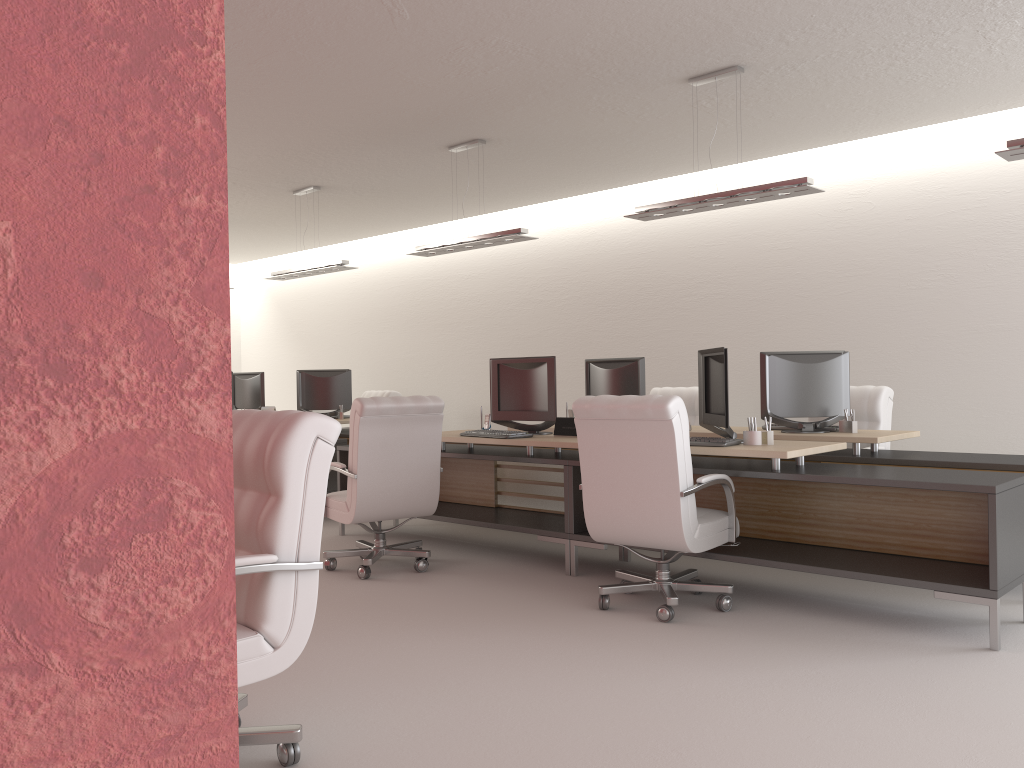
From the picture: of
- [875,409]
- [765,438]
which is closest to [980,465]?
[765,438]

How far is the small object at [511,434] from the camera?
8.29m

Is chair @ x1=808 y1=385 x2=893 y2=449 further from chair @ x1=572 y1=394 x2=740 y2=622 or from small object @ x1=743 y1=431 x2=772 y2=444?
chair @ x1=572 y1=394 x2=740 y2=622

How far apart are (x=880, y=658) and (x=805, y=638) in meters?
0.5 m

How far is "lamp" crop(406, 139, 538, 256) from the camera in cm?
988

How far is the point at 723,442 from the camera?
6.9 meters

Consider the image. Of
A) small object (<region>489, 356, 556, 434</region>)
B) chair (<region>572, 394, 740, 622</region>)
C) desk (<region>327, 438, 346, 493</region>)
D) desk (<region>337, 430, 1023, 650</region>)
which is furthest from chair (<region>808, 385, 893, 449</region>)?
desk (<region>327, 438, 346, 493</region>)

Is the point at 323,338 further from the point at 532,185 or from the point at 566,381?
the point at 532,185

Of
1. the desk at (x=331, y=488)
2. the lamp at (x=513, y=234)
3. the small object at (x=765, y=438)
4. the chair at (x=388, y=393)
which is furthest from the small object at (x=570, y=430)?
the chair at (x=388, y=393)

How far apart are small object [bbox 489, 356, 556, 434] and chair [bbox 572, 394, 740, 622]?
→ 1.9m
